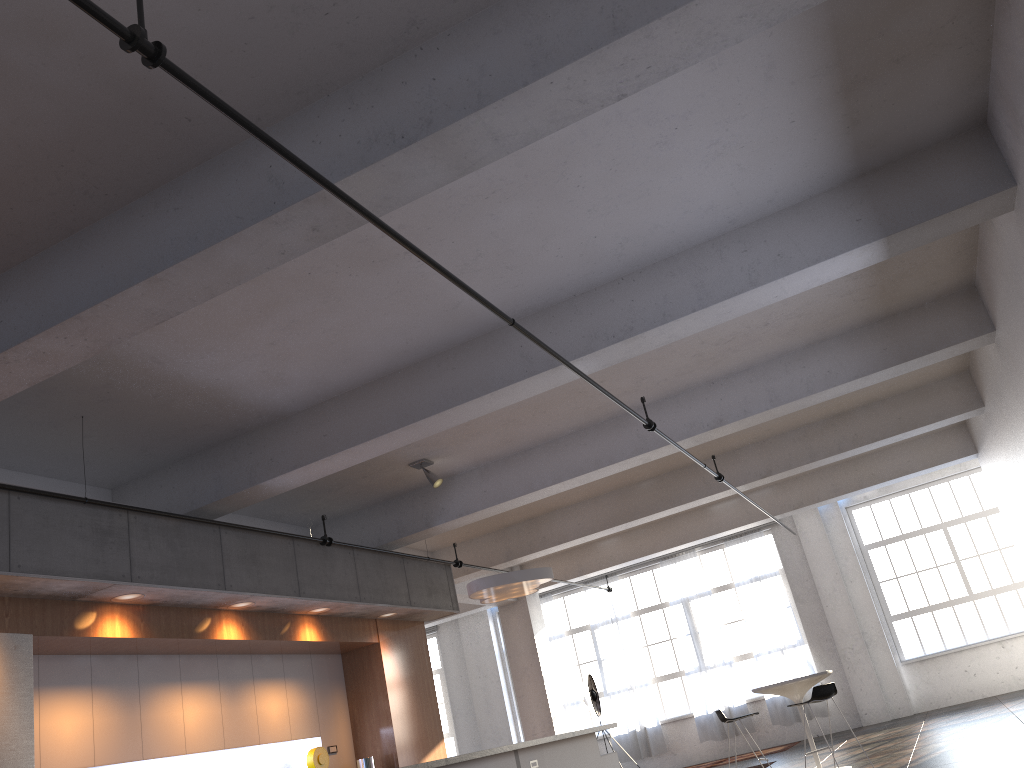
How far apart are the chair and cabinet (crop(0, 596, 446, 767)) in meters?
3.6 m

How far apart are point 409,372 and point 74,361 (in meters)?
2.73

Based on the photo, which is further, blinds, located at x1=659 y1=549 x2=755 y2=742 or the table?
blinds, located at x1=659 y1=549 x2=755 y2=742

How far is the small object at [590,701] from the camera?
14.9 meters

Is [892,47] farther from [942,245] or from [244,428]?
[244,428]

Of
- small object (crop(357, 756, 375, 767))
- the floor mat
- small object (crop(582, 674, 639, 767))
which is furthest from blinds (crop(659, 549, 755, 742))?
small object (crop(357, 756, 375, 767))

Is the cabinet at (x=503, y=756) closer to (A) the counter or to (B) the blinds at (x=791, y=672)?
(A) the counter

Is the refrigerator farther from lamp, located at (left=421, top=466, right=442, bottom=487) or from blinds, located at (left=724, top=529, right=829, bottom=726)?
blinds, located at (left=724, top=529, right=829, bottom=726)

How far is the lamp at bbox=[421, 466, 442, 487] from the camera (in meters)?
9.40

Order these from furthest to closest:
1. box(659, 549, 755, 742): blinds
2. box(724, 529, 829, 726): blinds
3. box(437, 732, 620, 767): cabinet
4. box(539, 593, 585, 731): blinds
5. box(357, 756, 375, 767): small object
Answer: box(539, 593, 585, 731): blinds < box(659, 549, 755, 742): blinds < box(724, 529, 829, 726): blinds < box(357, 756, 375, 767): small object < box(437, 732, 620, 767): cabinet
